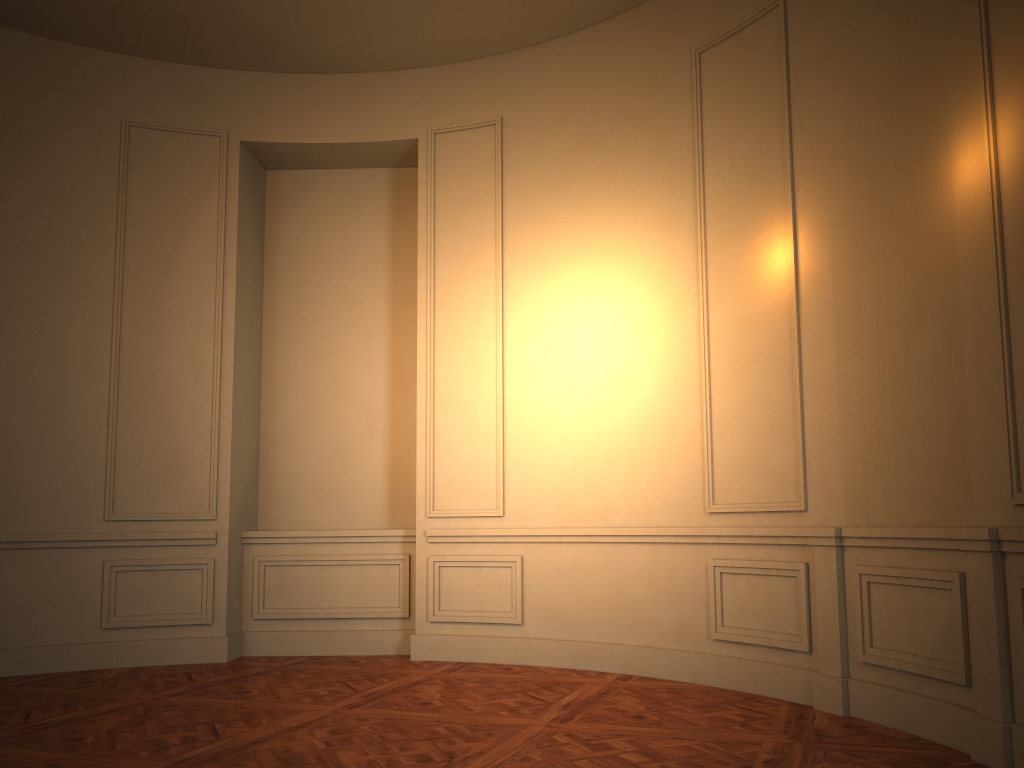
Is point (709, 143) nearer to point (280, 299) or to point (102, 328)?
point (280, 299)
